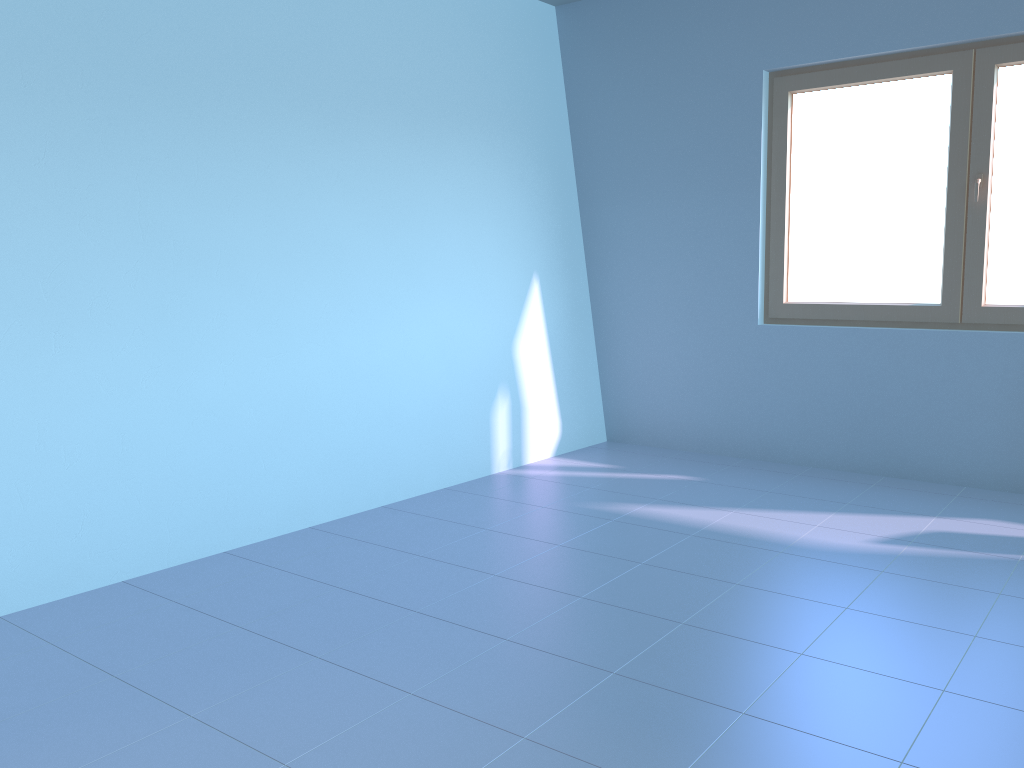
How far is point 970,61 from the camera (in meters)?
3.89

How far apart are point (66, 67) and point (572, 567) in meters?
2.3

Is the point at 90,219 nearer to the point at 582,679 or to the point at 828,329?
the point at 582,679

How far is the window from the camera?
3.9m

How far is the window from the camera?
3.9m
